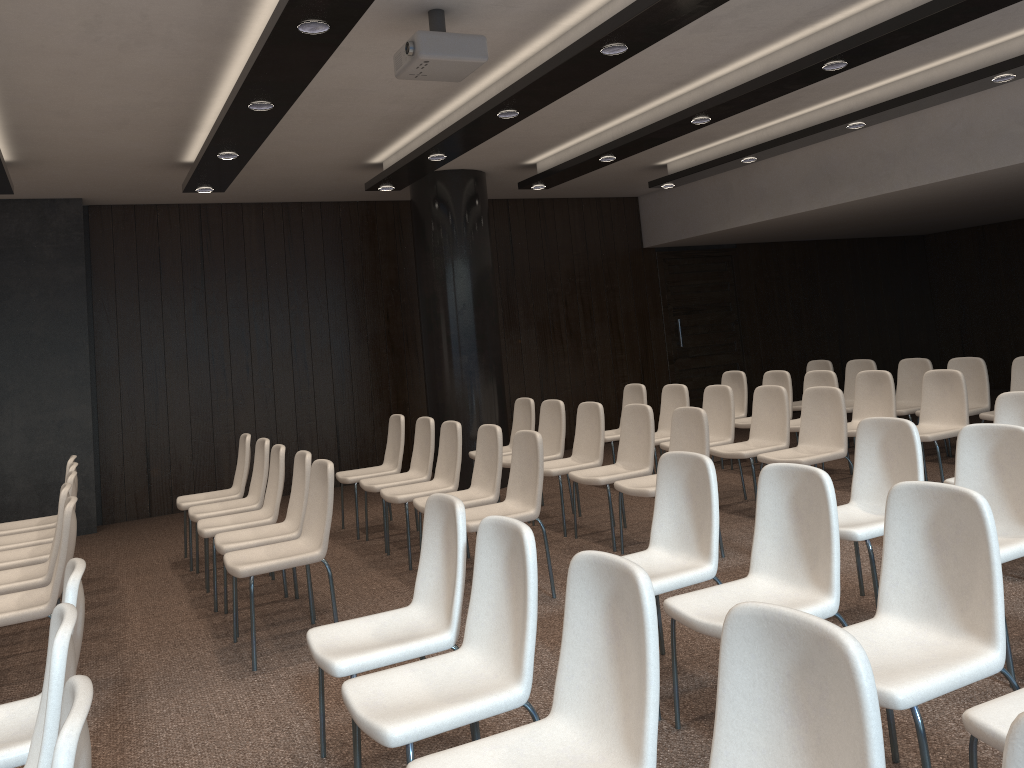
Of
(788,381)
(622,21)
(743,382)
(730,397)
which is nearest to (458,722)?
(622,21)

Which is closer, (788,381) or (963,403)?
(963,403)

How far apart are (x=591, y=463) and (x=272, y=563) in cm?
288

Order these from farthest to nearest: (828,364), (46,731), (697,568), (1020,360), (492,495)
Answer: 1. (828,364)
2. (1020,360)
3. (492,495)
4. (697,568)
5. (46,731)

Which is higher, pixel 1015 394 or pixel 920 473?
pixel 1015 394

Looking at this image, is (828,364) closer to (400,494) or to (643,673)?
(400,494)

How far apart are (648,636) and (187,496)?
5.6m

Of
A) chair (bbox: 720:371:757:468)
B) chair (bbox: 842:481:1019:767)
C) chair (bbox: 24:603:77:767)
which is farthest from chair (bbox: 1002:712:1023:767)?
chair (bbox: 720:371:757:468)

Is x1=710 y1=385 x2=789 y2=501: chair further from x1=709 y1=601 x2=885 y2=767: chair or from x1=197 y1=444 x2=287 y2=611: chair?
x1=709 y1=601 x2=885 y2=767: chair

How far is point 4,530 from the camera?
6.09m
